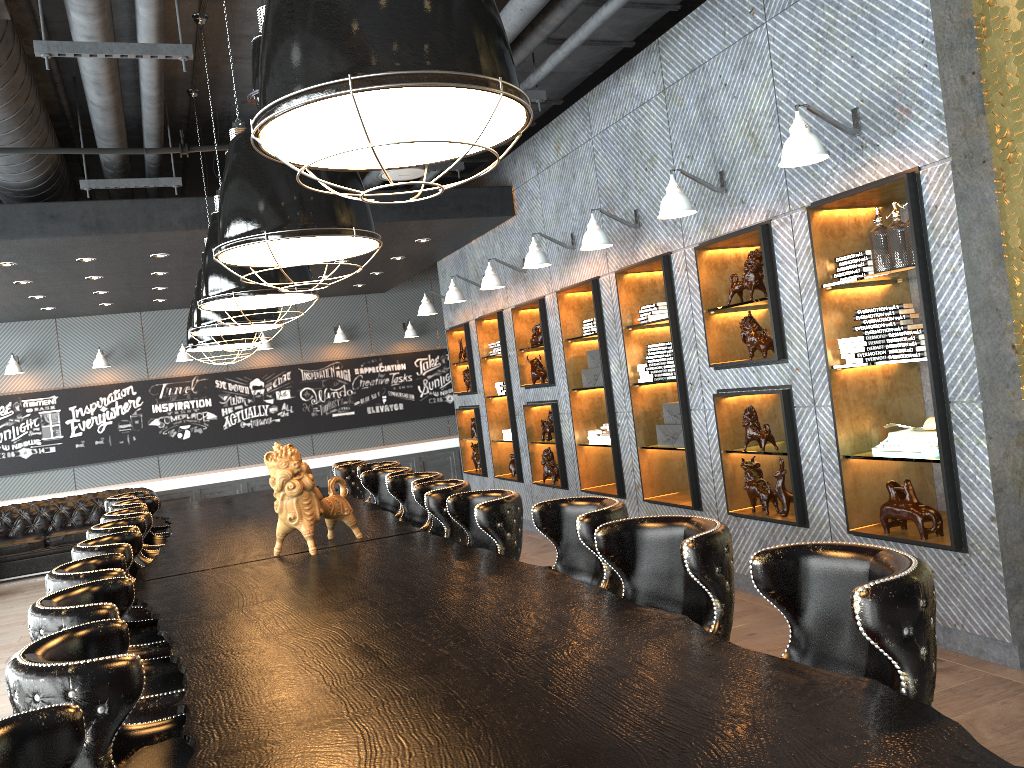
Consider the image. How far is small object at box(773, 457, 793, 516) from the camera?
5.5m

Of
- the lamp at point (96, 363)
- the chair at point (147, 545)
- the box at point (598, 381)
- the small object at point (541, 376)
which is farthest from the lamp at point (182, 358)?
the box at point (598, 381)

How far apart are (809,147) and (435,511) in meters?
2.6 m

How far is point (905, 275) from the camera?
4.6 meters

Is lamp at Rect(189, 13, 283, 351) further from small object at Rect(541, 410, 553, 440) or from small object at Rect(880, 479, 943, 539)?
small object at Rect(880, 479, 943, 539)

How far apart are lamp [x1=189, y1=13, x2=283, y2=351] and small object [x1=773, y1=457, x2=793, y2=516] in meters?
3.4

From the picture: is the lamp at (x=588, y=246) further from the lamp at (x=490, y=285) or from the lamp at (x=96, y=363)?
the lamp at (x=96, y=363)

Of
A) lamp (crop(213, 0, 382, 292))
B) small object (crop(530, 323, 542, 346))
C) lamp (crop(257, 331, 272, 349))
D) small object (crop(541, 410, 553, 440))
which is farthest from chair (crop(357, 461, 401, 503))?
lamp (crop(257, 331, 272, 349))

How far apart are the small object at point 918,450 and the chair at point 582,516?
1.93m

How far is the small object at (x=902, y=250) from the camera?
4.4 meters
